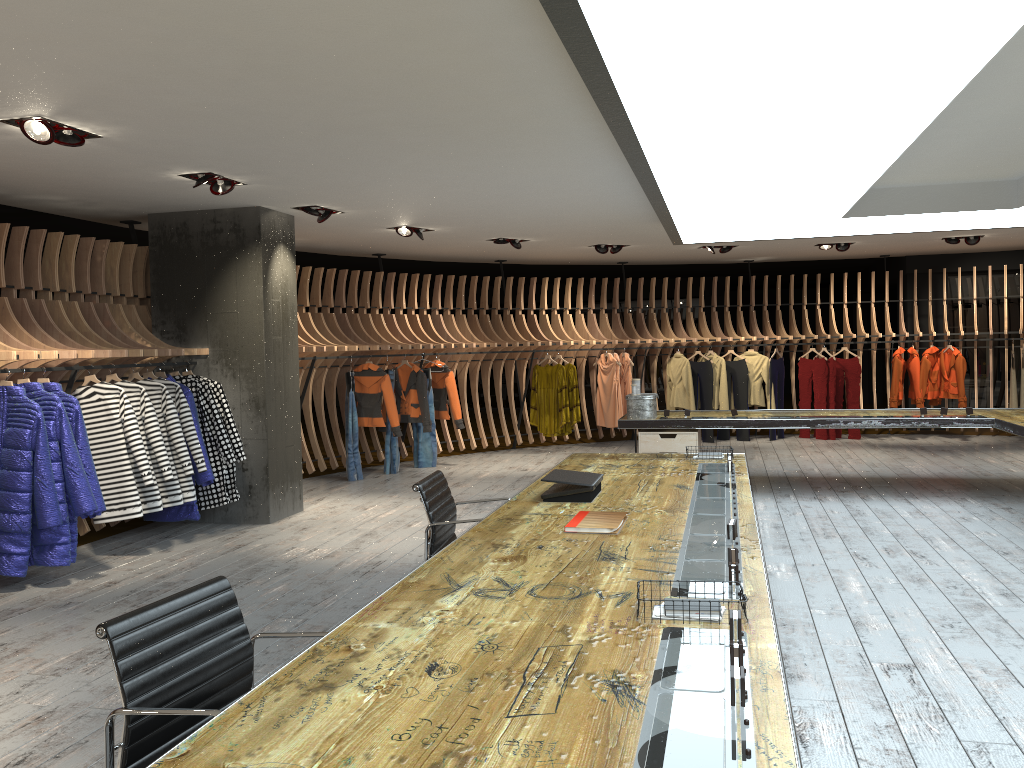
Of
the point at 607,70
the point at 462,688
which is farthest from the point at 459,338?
the point at 462,688

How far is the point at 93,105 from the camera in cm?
447

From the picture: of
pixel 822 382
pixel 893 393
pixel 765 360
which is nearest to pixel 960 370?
pixel 893 393

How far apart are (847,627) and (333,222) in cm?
615

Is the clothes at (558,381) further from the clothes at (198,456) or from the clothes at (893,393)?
the clothes at (198,456)

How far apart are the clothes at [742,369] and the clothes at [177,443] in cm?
866

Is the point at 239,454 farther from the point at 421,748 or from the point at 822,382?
the point at 822,382

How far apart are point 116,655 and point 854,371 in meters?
12.5

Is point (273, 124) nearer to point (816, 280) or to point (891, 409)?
point (891, 409)

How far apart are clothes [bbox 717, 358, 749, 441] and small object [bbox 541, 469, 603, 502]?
9.2 meters
